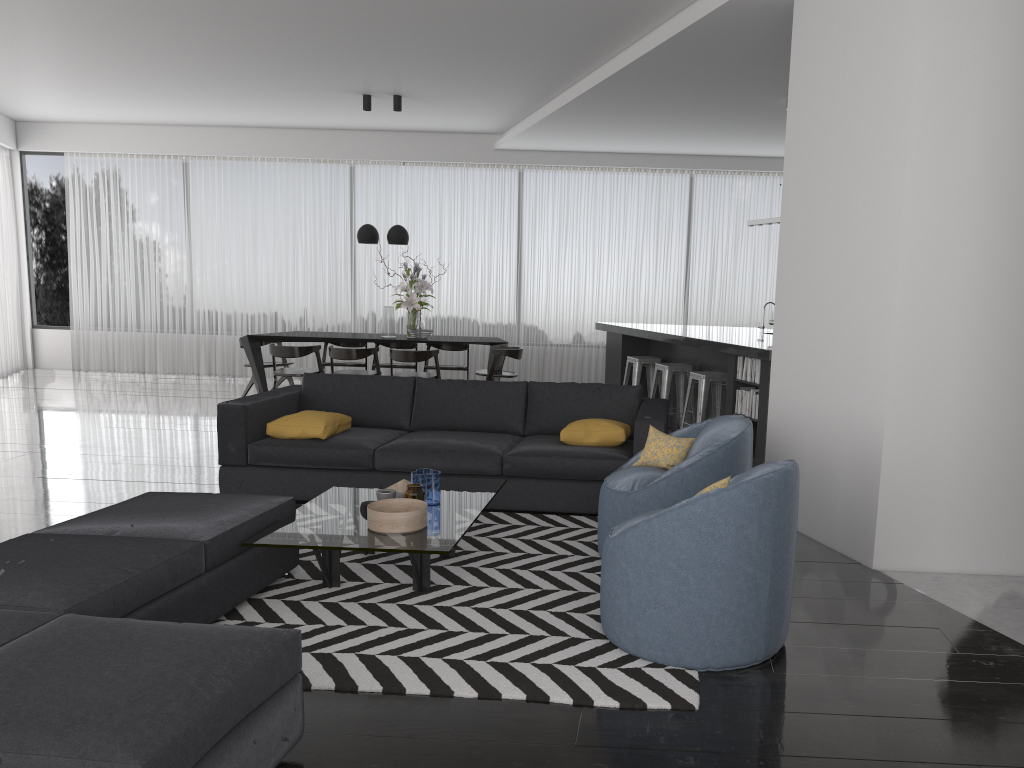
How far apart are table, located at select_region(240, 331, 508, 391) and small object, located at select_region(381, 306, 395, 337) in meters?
0.1

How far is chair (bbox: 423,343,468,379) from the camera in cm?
1026

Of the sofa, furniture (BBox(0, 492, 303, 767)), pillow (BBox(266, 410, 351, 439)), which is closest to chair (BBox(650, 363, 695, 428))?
the sofa

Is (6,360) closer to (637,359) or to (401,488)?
(637,359)

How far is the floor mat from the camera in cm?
296

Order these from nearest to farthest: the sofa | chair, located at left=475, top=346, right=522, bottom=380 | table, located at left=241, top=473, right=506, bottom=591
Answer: table, located at left=241, top=473, right=506, bottom=591 → the sofa → chair, located at left=475, top=346, right=522, bottom=380

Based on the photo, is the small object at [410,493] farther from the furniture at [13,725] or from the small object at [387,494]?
the furniture at [13,725]

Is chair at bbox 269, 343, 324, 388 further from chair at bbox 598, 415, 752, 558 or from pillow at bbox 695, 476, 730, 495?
pillow at bbox 695, 476, 730, 495

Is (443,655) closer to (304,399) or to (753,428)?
A: (304,399)

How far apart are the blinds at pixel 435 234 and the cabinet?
1.73m
